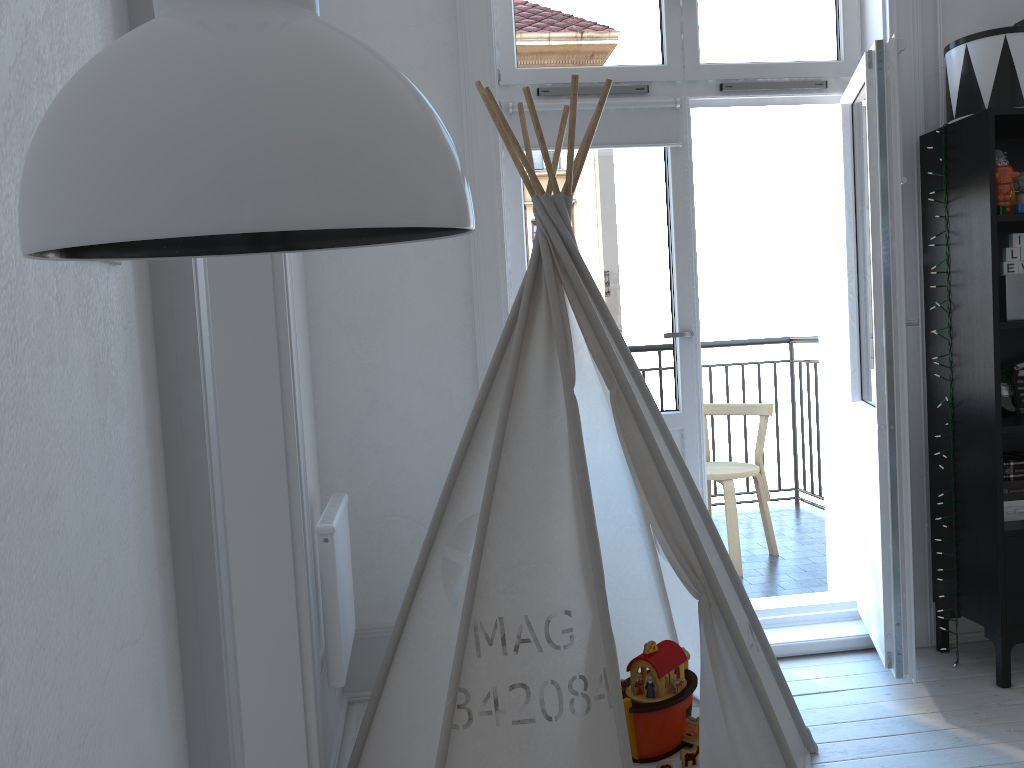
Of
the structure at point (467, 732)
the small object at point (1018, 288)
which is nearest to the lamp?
the structure at point (467, 732)

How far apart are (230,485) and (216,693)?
0.87m

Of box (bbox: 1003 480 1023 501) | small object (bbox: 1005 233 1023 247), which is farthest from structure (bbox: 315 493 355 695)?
small object (bbox: 1005 233 1023 247)

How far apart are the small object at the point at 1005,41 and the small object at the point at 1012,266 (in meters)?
0.46

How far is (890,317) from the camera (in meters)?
2.47

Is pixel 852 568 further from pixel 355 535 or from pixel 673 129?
pixel 355 535

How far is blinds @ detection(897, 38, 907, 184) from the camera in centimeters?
242cm

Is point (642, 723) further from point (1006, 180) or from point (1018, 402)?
point (1006, 180)

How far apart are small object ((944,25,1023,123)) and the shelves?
0.0m

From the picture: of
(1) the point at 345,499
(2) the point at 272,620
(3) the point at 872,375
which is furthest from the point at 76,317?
(3) the point at 872,375
